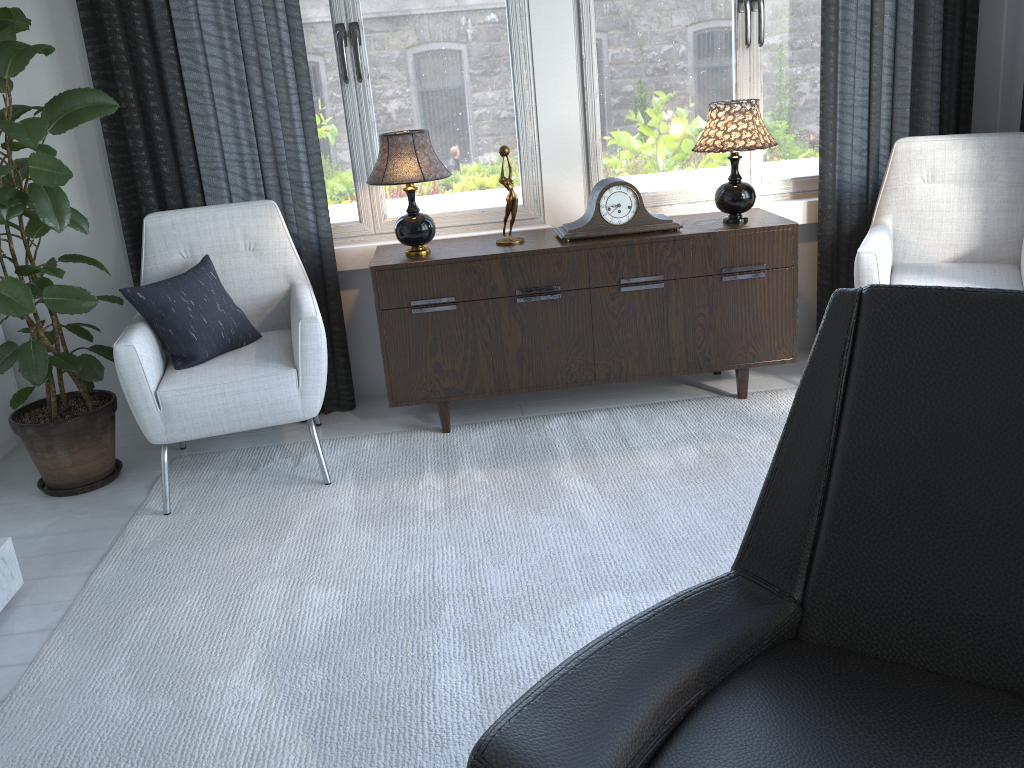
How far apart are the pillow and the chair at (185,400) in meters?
0.0

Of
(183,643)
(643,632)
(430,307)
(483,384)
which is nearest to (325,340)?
(430,307)

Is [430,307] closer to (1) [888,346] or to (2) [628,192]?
(2) [628,192]

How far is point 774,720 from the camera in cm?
111

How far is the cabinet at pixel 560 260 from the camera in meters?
2.8 m

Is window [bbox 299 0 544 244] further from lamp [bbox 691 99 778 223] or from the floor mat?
the floor mat

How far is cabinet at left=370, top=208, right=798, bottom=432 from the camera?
2.85m

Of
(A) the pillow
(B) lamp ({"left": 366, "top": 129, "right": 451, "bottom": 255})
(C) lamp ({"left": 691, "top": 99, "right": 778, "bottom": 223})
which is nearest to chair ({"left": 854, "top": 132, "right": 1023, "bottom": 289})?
(C) lamp ({"left": 691, "top": 99, "right": 778, "bottom": 223})

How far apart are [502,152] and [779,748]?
2.2 meters

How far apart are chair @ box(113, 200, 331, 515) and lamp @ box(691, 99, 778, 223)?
1.3m
